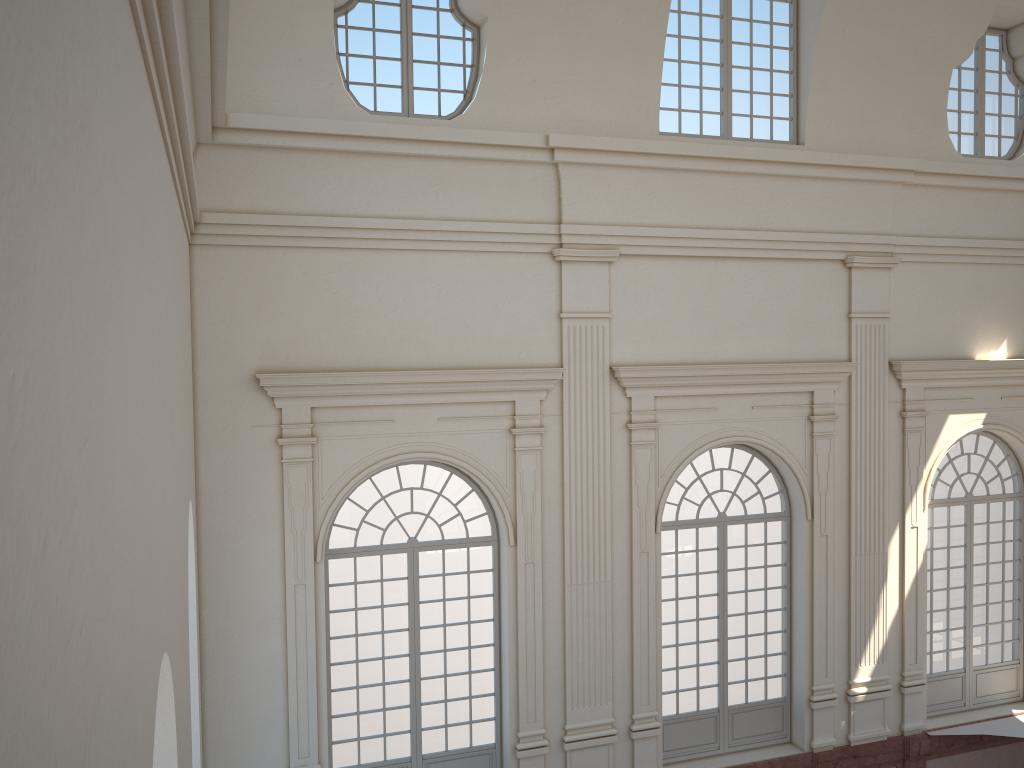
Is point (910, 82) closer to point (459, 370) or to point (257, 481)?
point (459, 370)
